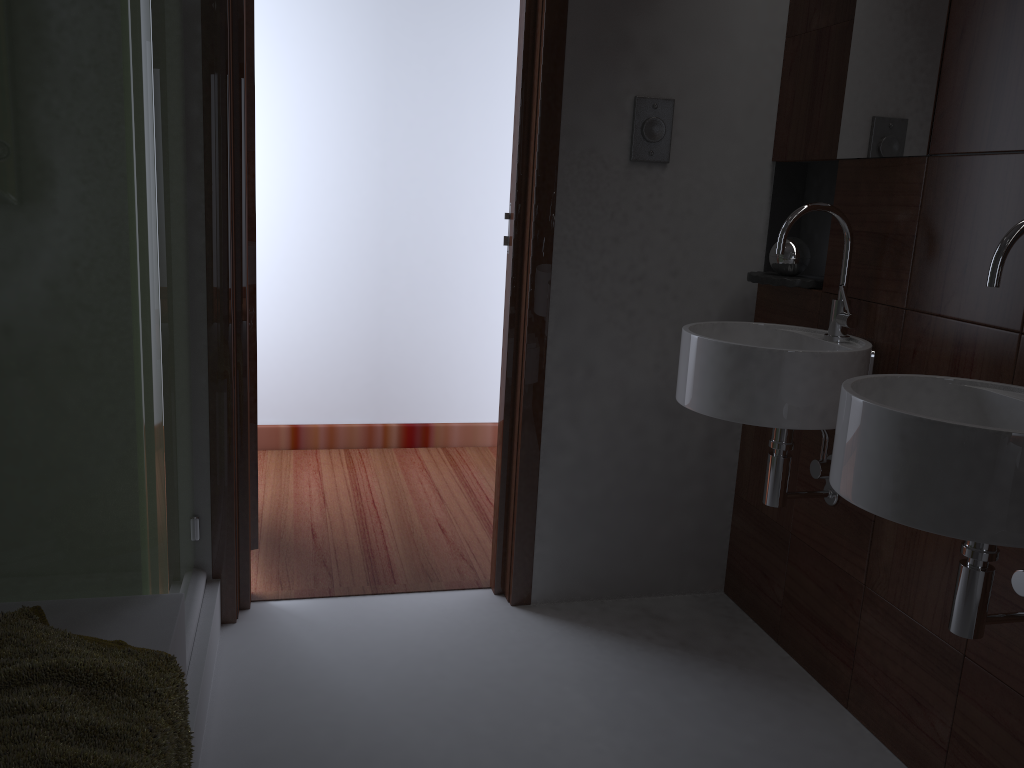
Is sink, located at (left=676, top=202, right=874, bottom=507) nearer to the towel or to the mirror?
the mirror

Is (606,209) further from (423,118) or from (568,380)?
(423,118)

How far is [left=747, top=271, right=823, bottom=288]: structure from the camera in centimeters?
223cm

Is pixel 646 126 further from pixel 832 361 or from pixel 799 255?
pixel 832 361

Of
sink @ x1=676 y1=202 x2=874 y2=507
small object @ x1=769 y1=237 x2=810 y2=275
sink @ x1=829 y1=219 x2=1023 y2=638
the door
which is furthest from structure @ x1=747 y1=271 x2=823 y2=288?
the door

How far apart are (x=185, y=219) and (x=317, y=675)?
1.1m

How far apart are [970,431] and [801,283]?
1.0 meters

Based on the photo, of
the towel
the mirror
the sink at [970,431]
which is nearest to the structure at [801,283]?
the mirror

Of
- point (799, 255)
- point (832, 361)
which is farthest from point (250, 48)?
point (832, 361)

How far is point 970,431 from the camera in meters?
1.2 m
